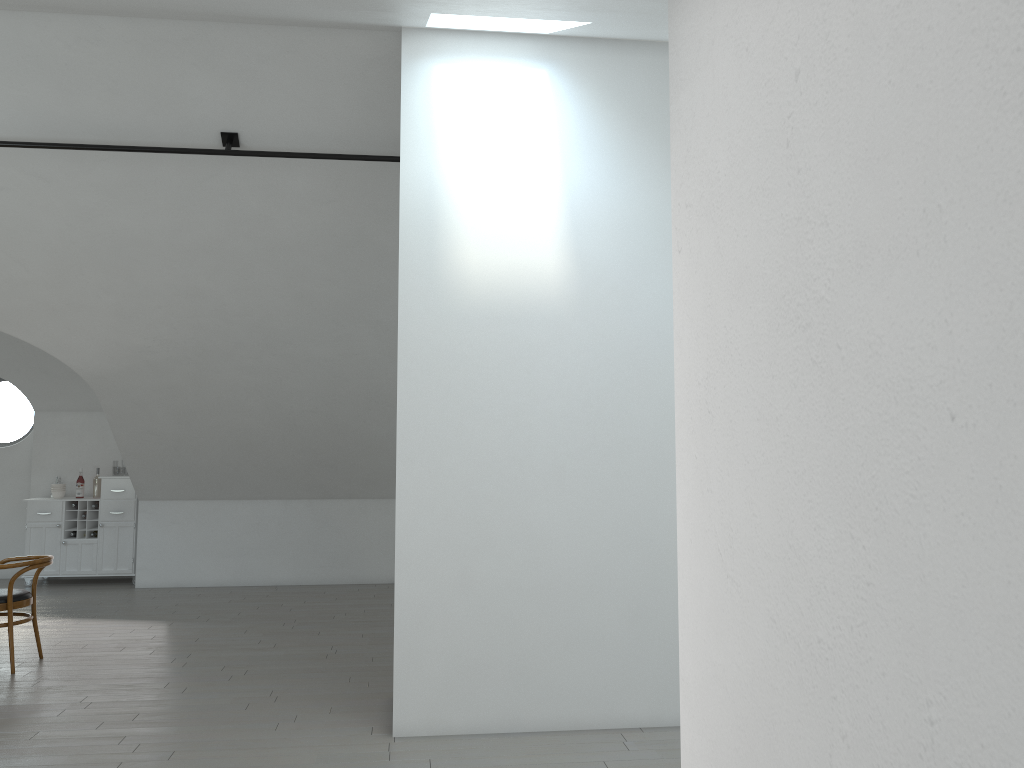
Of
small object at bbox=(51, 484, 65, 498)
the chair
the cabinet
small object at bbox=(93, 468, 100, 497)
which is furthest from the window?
the chair

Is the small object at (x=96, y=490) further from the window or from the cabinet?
the window

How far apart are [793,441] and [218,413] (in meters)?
7.72

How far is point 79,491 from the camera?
9.7 meters

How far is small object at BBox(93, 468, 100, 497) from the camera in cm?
975

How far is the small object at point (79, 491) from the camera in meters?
9.7 m

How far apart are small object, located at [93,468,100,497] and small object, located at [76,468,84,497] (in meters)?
0.16

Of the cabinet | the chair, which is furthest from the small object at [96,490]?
the chair

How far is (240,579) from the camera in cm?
949

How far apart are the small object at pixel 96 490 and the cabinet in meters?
0.1 m
